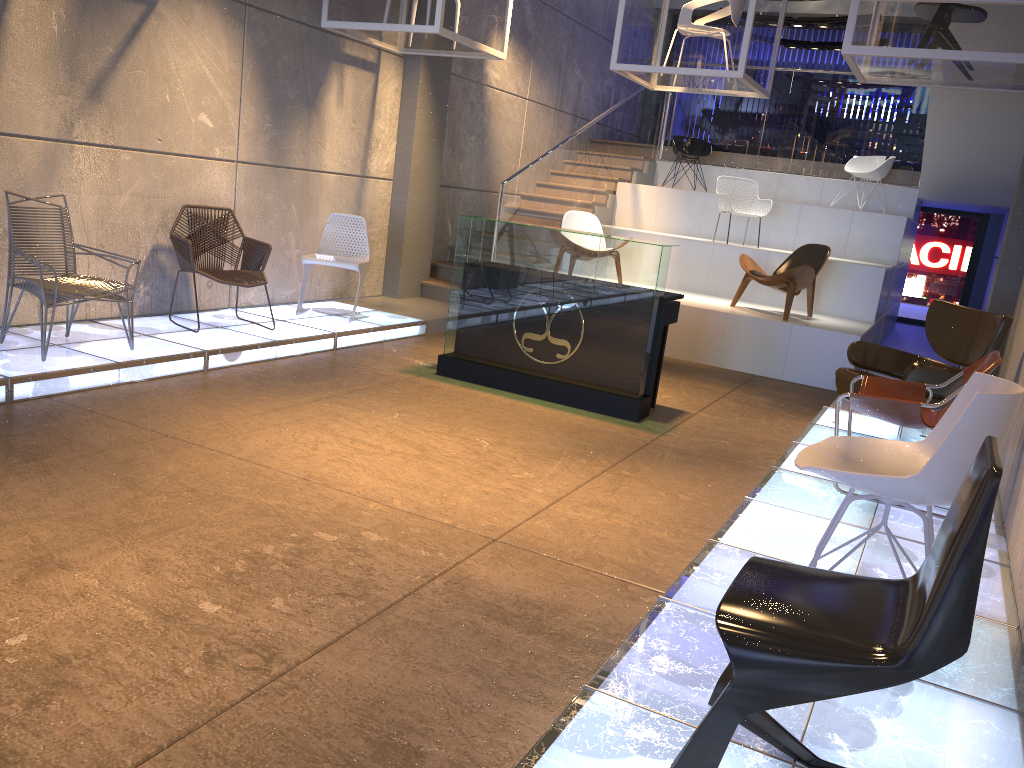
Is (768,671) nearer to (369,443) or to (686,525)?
(686,525)

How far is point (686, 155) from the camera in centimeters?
1233cm

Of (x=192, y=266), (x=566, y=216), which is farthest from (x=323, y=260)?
(x=566, y=216)

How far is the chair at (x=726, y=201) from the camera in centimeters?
1047cm

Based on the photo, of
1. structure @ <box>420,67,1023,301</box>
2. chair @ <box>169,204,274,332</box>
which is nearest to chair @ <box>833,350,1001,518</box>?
chair @ <box>169,204,274,332</box>

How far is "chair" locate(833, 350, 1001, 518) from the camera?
4.4m

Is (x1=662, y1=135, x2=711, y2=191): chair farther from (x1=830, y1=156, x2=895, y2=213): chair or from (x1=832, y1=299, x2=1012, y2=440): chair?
(x1=832, y1=299, x2=1012, y2=440): chair

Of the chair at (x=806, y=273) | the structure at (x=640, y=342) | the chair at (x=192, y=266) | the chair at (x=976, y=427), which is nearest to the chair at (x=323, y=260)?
the chair at (x=192, y=266)

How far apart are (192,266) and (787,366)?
5.4 meters

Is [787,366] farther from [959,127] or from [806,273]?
[959,127]
